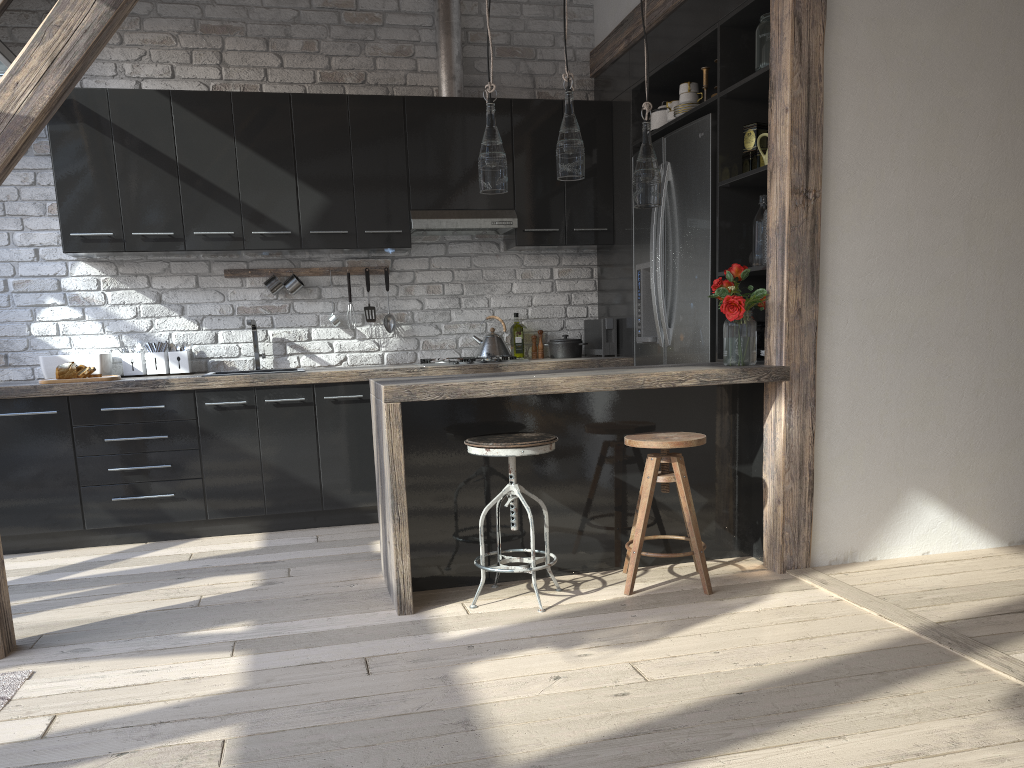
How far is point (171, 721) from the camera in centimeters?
235cm

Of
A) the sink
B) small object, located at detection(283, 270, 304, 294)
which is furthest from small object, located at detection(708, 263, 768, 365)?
the sink

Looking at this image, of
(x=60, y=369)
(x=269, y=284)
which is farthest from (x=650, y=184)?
(x=60, y=369)

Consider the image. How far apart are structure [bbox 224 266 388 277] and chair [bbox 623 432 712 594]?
2.4 meters

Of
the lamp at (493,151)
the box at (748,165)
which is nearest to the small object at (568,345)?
the box at (748,165)

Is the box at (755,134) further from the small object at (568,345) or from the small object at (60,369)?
the small object at (60,369)

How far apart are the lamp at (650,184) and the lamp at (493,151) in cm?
53

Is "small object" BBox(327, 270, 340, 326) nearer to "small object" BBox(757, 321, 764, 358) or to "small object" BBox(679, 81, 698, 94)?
"small object" BBox(679, 81, 698, 94)

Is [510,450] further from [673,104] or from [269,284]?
[269,284]

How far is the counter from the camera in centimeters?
316cm
